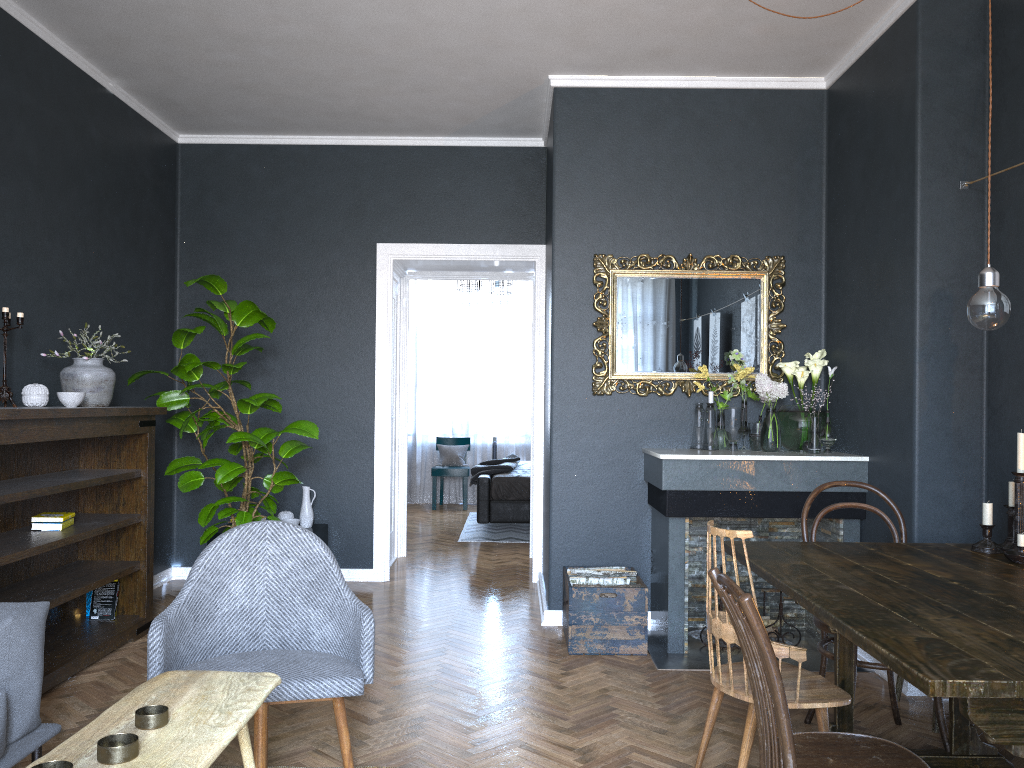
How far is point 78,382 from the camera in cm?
414

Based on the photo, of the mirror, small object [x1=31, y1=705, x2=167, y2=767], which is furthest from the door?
small object [x1=31, y1=705, x2=167, y2=767]

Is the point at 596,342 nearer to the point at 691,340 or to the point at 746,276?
the point at 691,340

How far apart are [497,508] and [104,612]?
3.8 meters

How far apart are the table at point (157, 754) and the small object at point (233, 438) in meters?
2.6

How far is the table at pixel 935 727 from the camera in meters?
3.3 m

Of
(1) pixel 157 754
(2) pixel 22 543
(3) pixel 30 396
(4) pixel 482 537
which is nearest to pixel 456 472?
(4) pixel 482 537

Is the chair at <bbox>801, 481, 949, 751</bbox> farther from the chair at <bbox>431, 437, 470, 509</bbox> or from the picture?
the chair at <bbox>431, 437, 470, 509</bbox>

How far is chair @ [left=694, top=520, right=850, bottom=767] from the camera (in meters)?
2.49

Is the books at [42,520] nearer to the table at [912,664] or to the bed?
the table at [912,664]
